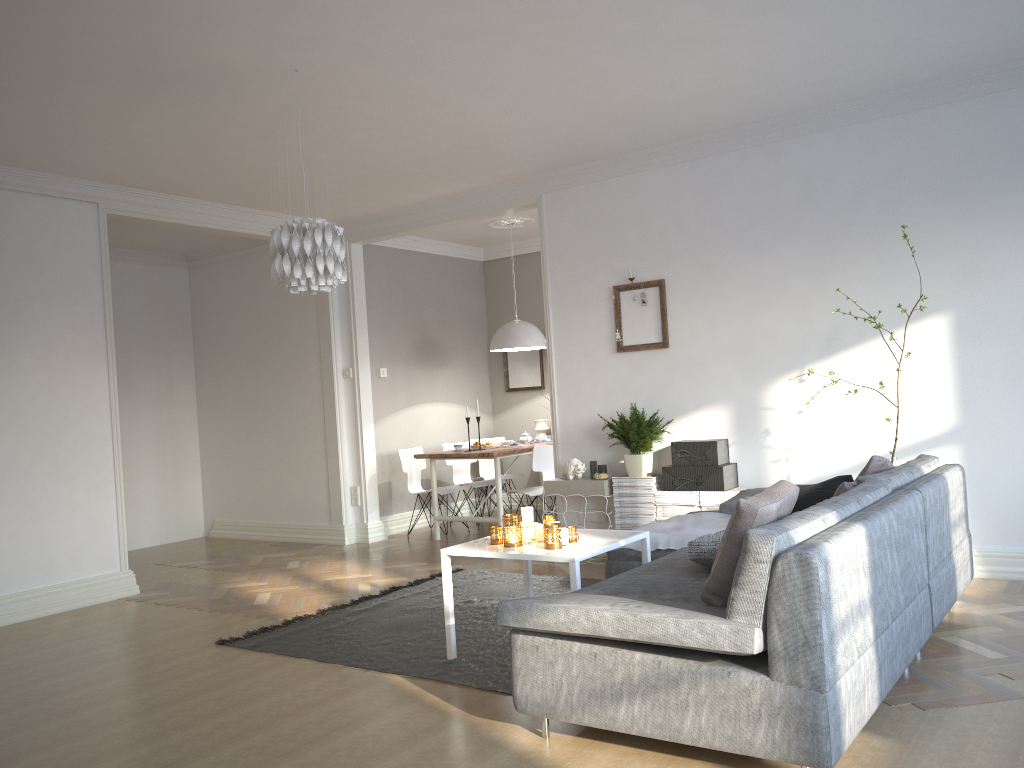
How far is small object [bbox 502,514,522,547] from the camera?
3.9 meters

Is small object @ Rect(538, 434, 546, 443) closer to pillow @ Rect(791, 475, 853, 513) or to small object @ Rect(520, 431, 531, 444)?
small object @ Rect(520, 431, 531, 444)

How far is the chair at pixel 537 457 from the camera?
7.04m

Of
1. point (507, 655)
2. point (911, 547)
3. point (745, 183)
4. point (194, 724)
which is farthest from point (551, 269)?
point (194, 724)

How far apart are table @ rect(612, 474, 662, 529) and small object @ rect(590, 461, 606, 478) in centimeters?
21cm

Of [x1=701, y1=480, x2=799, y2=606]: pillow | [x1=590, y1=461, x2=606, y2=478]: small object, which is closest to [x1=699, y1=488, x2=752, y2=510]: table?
[x1=590, y1=461, x2=606, y2=478]: small object

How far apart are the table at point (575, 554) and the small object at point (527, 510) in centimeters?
15cm

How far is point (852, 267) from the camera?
5.32m

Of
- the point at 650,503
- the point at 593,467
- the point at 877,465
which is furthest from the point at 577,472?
the point at 877,465

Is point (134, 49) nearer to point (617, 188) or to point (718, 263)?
point (617, 188)
